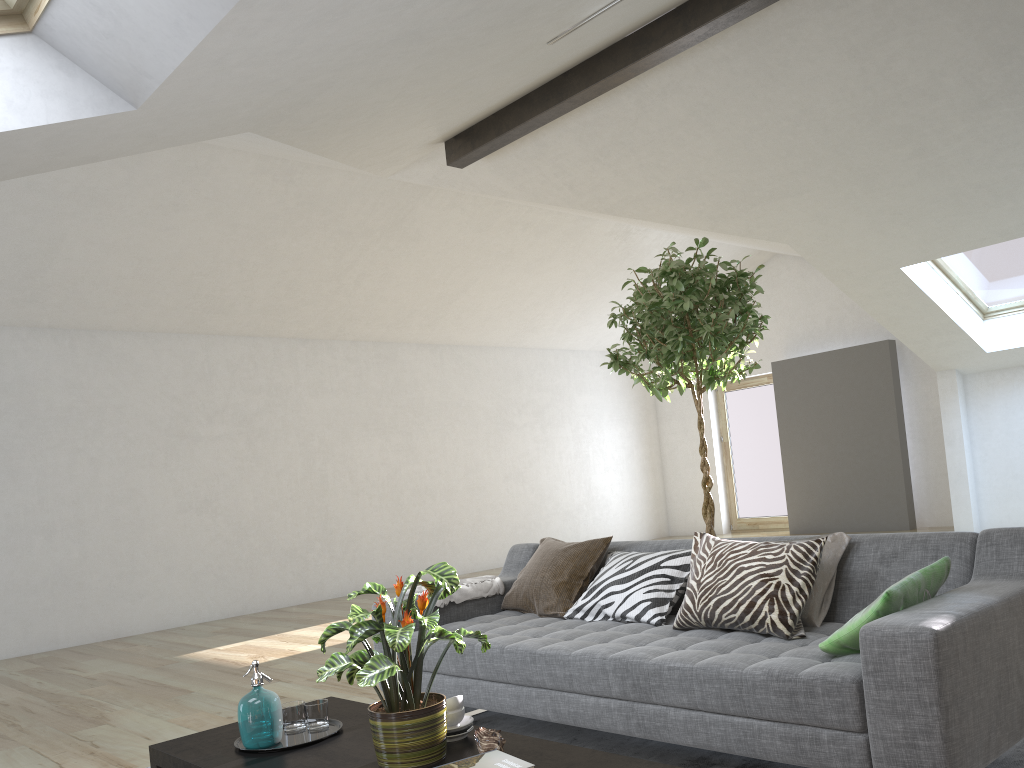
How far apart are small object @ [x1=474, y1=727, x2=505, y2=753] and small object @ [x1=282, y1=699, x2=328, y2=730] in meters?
0.7 m

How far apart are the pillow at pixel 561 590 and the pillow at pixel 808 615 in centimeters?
107cm

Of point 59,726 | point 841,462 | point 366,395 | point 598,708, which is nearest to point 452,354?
point 366,395

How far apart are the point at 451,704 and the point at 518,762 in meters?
0.6 m

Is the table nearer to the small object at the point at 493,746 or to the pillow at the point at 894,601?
the small object at the point at 493,746

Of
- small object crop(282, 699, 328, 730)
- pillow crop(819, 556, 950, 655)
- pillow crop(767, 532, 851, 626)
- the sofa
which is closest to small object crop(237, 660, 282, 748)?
small object crop(282, 699, 328, 730)

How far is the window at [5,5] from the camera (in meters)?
2.89

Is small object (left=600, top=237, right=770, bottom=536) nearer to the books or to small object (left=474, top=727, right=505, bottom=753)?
small object (left=474, top=727, right=505, bottom=753)

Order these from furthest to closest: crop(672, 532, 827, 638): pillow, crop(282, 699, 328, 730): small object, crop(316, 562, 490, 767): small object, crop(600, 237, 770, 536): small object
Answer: crop(600, 237, 770, 536): small object
crop(672, 532, 827, 638): pillow
crop(282, 699, 328, 730): small object
crop(316, 562, 490, 767): small object

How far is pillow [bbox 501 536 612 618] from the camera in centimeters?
381cm
